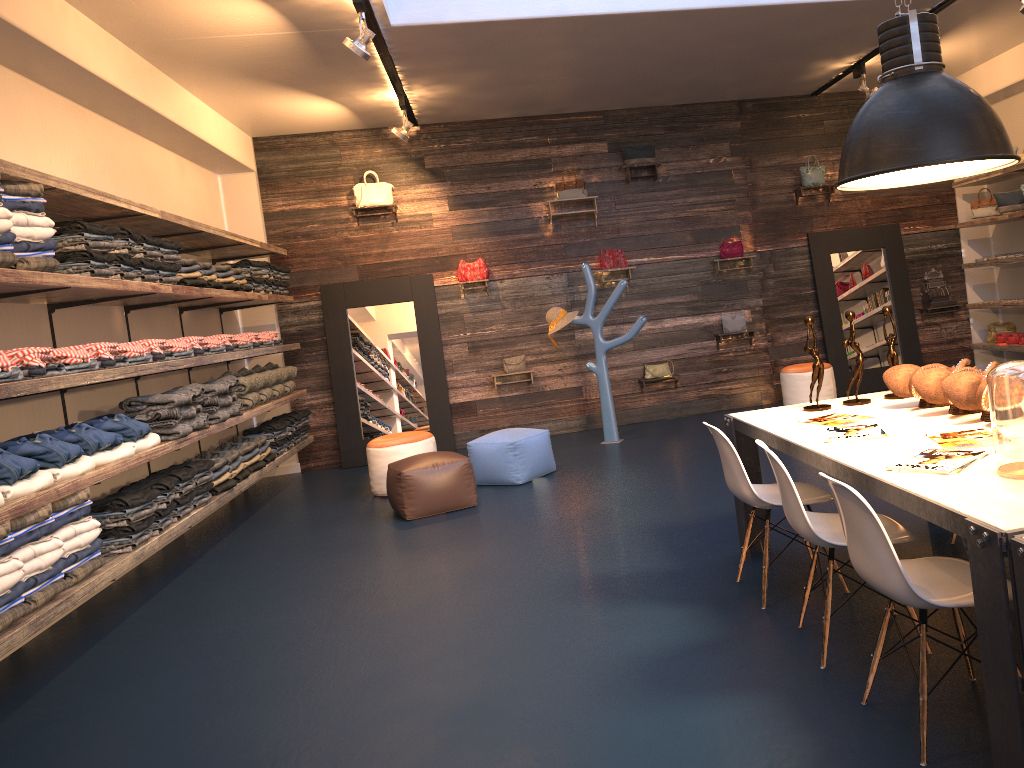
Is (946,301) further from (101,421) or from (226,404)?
(101,421)

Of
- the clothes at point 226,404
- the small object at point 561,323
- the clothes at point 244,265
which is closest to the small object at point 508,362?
the small object at point 561,323

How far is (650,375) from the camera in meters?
9.5 m

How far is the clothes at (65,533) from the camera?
4.3 meters

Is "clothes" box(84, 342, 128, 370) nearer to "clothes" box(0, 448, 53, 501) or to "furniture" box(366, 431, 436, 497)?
"clothes" box(0, 448, 53, 501)

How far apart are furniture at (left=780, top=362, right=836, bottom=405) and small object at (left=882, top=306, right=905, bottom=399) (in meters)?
4.73

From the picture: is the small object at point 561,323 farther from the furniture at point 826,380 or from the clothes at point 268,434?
the clothes at point 268,434

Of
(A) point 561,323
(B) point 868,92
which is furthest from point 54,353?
(B) point 868,92

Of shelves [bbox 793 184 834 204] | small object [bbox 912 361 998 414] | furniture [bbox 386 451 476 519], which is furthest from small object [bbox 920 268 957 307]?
small object [bbox 912 361 998 414]

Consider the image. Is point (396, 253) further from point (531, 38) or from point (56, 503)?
point (56, 503)
